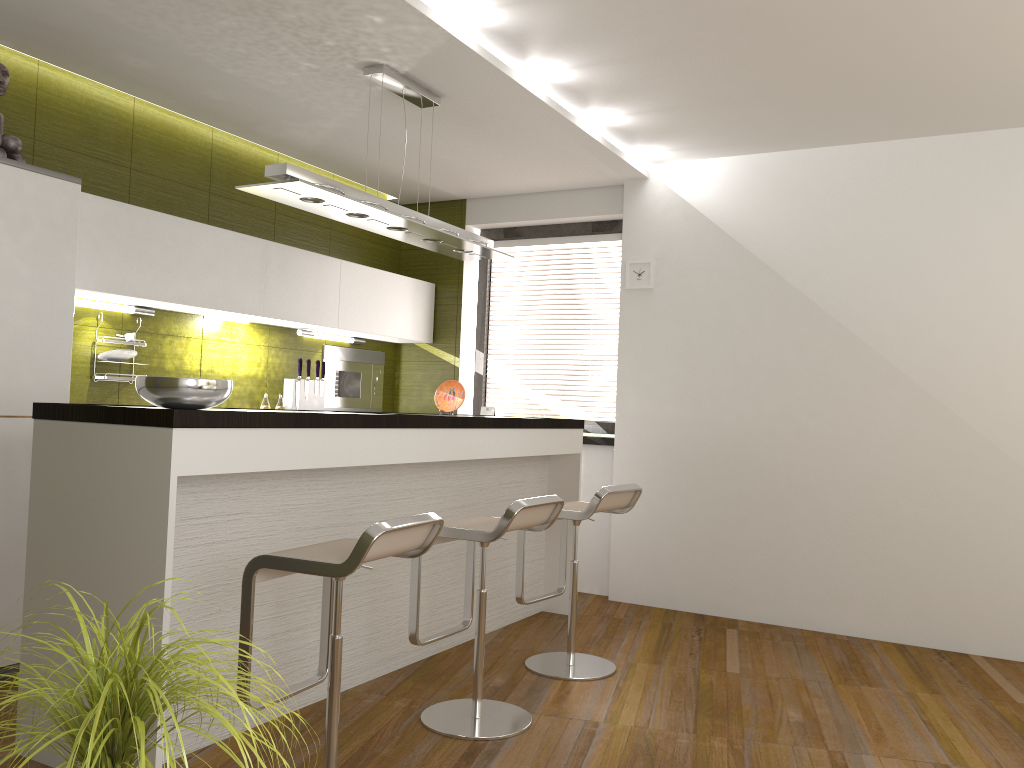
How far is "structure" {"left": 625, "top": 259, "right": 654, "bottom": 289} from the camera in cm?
554

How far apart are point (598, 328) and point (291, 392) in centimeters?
208cm

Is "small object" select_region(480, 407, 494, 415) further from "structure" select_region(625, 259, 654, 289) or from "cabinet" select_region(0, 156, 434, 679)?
"structure" select_region(625, 259, 654, 289)

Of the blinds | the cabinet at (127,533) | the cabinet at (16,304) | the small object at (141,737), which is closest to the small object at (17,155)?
the cabinet at (16,304)

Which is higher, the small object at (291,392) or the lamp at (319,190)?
the lamp at (319,190)

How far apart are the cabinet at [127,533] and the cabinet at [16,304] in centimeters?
78cm

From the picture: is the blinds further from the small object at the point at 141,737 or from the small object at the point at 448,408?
the small object at the point at 141,737

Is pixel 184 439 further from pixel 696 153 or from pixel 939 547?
pixel 939 547

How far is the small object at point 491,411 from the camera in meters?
6.2 m

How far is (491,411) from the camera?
6.2m
